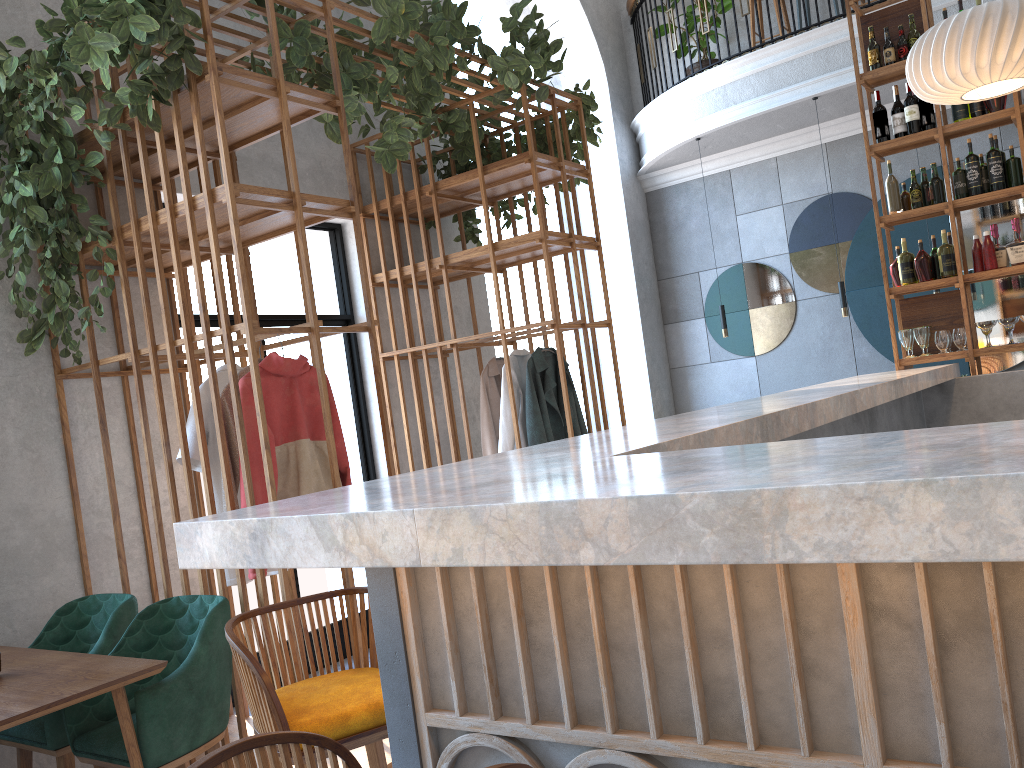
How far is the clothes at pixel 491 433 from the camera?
5.2m

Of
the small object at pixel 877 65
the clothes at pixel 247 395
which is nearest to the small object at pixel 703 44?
the small object at pixel 877 65

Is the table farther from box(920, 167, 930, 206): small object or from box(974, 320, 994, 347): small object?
box(920, 167, 930, 206): small object

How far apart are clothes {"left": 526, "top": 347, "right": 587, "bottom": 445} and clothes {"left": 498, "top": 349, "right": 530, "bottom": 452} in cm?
9

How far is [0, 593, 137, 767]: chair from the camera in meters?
3.1 m

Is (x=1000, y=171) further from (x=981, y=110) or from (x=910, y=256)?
(x=910, y=256)

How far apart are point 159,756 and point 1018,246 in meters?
4.8

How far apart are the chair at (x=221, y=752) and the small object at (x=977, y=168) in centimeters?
497cm

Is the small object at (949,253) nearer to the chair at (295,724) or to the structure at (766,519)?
the structure at (766,519)

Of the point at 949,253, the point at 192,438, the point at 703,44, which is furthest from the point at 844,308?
the point at 192,438
